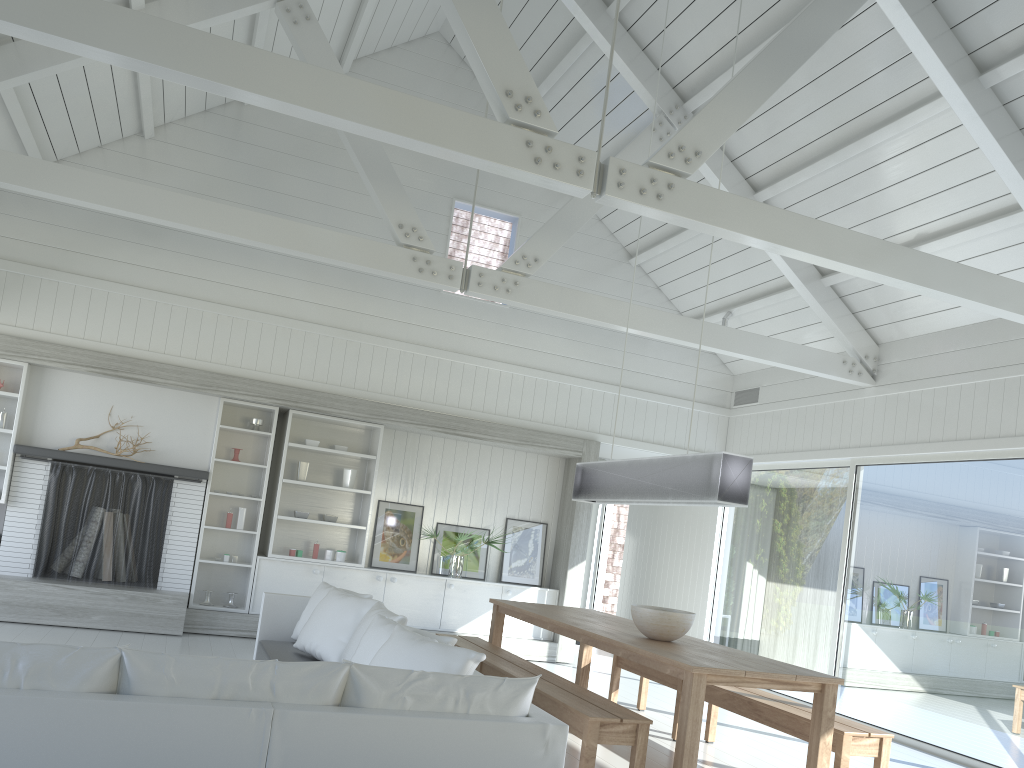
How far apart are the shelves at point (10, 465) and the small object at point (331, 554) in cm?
287

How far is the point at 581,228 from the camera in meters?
9.9

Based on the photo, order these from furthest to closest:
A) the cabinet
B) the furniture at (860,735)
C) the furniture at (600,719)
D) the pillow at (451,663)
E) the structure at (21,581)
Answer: the cabinet → the structure at (21,581) → the furniture at (860,735) → the furniture at (600,719) → the pillow at (451,663)

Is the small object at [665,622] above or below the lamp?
below

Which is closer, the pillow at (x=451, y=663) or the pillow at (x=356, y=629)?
the pillow at (x=451, y=663)

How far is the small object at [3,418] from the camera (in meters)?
7.75

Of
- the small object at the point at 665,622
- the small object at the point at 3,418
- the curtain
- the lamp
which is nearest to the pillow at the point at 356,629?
the small object at the point at 665,622

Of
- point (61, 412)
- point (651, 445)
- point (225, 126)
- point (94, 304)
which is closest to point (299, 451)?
point (61, 412)

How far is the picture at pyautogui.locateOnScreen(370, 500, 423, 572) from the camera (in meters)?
8.99

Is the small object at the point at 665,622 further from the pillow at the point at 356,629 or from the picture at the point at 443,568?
the picture at the point at 443,568
